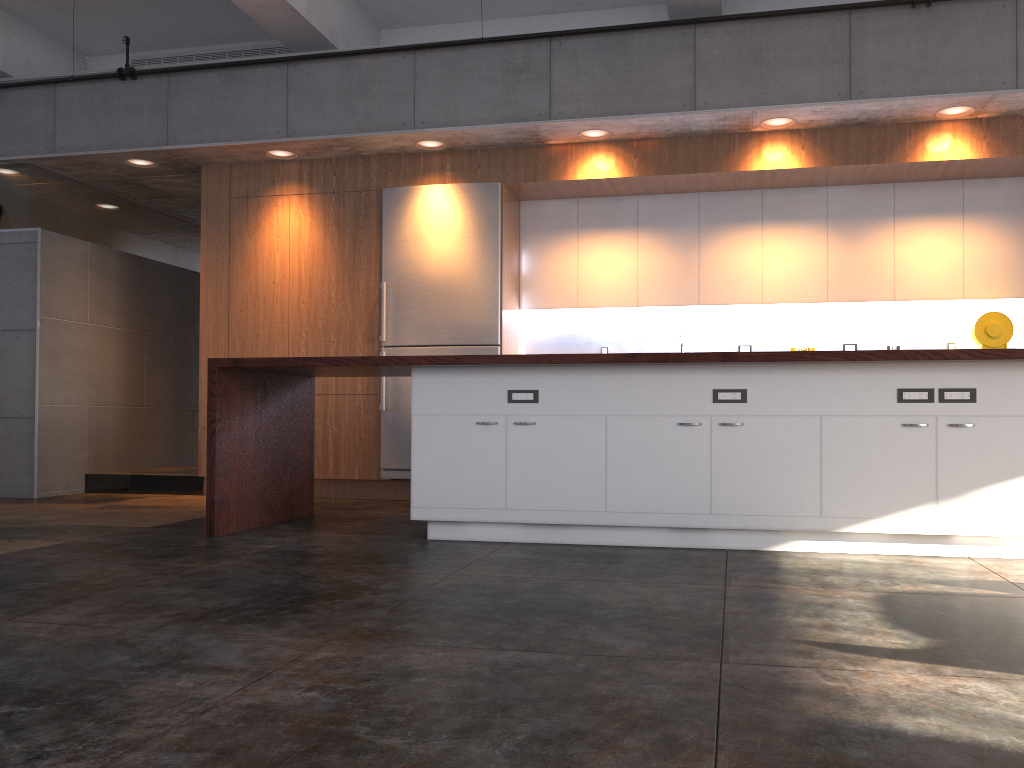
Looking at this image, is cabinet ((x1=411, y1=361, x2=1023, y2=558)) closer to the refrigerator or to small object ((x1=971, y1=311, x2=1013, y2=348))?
the refrigerator

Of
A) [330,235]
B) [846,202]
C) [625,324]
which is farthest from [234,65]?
[846,202]

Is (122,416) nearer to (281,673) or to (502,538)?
(502,538)

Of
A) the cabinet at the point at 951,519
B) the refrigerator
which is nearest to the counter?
the cabinet at the point at 951,519

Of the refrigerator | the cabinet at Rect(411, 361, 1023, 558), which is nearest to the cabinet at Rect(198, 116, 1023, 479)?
the refrigerator

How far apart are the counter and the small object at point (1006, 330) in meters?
2.6

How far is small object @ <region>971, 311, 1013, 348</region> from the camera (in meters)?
6.21

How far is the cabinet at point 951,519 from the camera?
4.0m

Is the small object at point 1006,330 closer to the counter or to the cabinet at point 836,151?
the cabinet at point 836,151

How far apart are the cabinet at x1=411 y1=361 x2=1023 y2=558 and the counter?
0.05m
